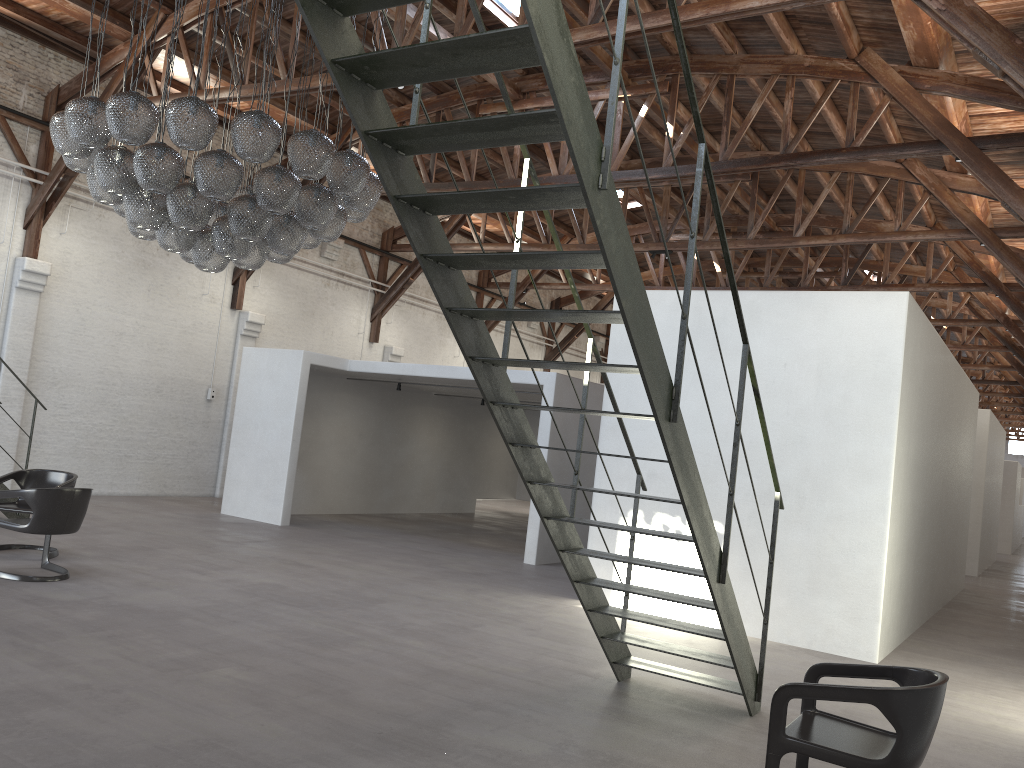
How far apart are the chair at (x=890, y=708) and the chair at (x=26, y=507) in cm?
679

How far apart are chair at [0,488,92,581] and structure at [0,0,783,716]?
4.3m

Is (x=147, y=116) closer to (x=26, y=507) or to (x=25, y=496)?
(x=25, y=496)

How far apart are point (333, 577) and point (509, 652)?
2.9m

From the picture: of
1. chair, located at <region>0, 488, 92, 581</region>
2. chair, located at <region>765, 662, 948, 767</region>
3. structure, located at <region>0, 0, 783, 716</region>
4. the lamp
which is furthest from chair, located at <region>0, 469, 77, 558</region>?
chair, located at <region>765, 662, 948, 767</region>

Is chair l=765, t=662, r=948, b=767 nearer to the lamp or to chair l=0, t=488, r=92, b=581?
the lamp

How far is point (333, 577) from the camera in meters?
8.8 m

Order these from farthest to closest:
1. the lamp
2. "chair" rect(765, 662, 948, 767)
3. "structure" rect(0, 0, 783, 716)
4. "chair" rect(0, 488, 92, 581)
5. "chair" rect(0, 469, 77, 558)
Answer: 1. "chair" rect(0, 469, 77, 558)
2. "chair" rect(0, 488, 92, 581)
3. the lamp
4. "chair" rect(765, 662, 948, 767)
5. "structure" rect(0, 0, 783, 716)

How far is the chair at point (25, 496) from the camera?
7.0m

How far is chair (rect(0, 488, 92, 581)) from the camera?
7.0 meters
